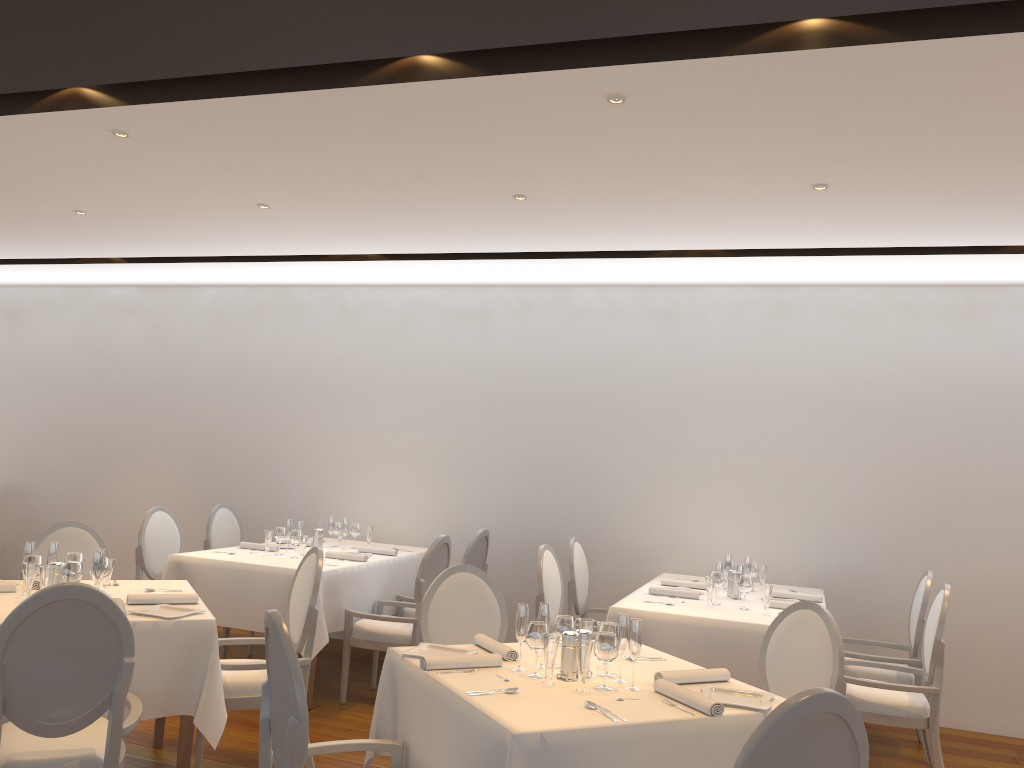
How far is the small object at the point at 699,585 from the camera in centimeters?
572cm

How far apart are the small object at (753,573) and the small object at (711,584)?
0.90m

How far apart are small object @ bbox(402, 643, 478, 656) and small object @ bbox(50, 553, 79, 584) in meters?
1.7

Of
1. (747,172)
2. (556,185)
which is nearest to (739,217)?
(747,172)

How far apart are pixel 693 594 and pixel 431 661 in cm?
255

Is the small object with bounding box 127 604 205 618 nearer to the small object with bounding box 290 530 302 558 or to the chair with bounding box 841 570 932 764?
the small object with bounding box 290 530 302 558

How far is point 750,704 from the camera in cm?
295

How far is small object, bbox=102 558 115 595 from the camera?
4.1 meters

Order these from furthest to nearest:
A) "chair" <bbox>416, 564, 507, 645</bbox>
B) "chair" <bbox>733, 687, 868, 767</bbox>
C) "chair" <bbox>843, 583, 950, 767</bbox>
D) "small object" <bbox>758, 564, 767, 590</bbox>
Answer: "small object" <bbox>758, 564, 767, 590</bbox> < "chair" <bbox>843, 583, 950, 767</bbox> < "chair" <bbox>416, 564, 507, 645</bbox> < "chair" <bbox>733, 687, 868, 767</bbox>

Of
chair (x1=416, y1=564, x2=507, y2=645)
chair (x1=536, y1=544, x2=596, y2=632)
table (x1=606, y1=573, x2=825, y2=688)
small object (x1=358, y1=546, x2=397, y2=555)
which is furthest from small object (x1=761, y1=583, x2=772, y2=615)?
small object (x1=358, y1=546, x2=397, y2=555)
